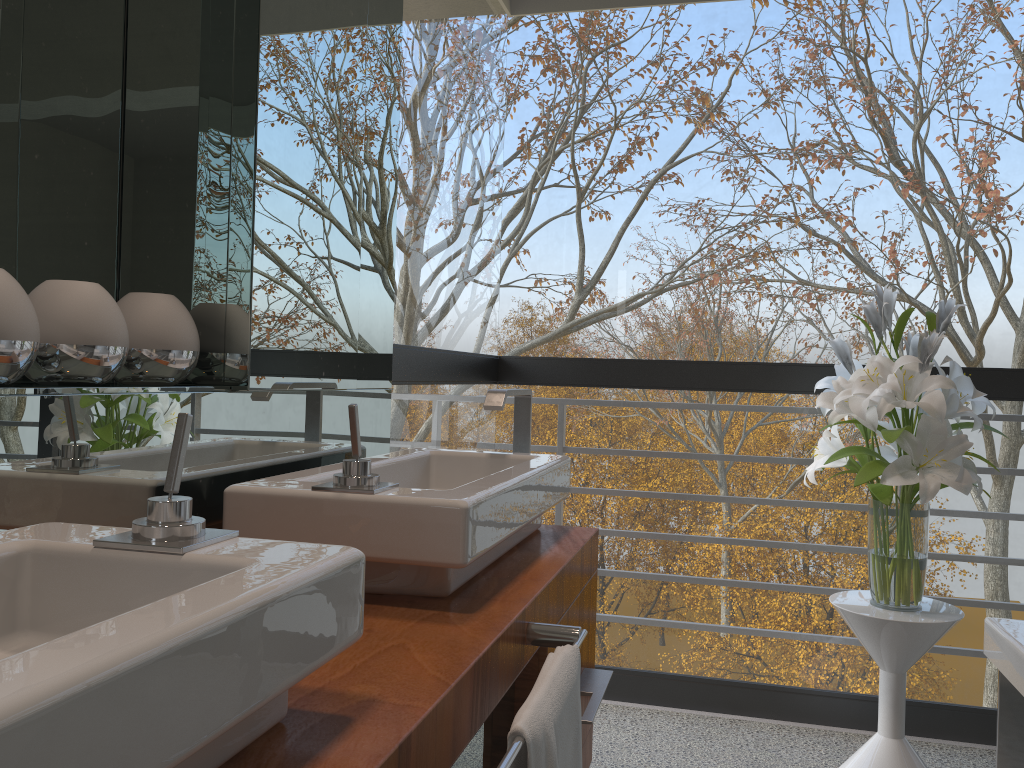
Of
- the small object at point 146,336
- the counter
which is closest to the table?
the counter

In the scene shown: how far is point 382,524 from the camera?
1.2m

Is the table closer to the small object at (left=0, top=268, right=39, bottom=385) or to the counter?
the counter

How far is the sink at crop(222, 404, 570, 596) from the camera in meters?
1.1

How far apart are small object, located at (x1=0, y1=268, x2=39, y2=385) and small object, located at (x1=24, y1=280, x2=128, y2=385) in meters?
0.0

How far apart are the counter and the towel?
0.0 meters

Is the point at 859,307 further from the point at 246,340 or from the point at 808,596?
the point at 246,340

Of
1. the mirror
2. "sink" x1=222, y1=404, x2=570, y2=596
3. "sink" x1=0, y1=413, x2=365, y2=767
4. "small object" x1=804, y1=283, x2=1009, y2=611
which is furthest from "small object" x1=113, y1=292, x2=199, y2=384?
"small object" x1=804, y1=283, x2=1009, y2=611

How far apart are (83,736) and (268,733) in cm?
32

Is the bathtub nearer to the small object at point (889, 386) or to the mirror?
the small object at point (889, 386)
